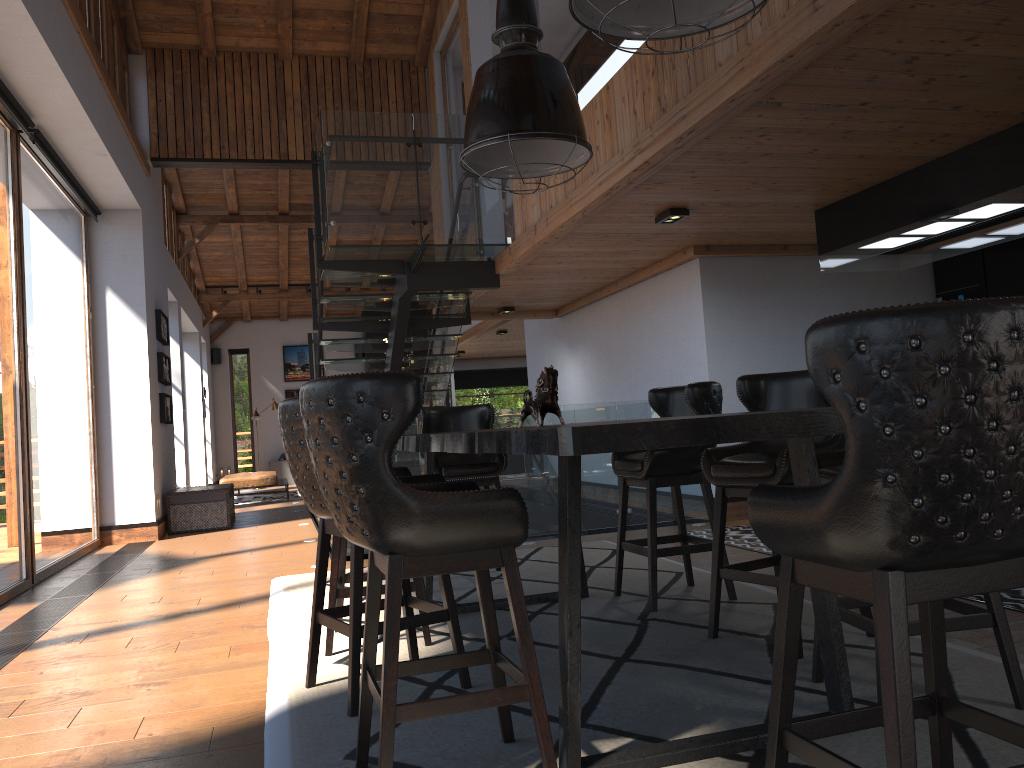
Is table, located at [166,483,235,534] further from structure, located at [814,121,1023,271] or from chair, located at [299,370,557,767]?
chair, located at [299,370,557,767]

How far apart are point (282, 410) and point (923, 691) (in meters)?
2.29

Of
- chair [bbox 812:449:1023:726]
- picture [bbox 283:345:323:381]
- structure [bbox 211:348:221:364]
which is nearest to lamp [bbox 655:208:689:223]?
chair [bbox 812:449:1023:726]

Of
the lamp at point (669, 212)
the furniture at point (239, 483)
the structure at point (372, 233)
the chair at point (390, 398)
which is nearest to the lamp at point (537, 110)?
the chair at point (390, 398)

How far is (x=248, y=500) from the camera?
14.93m

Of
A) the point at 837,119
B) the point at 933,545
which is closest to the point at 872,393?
the point at 933,545

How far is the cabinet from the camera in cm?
743

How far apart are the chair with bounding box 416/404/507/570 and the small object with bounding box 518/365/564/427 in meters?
1.8

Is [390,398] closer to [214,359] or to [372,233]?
[372,233]

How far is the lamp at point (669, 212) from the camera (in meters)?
6.15
